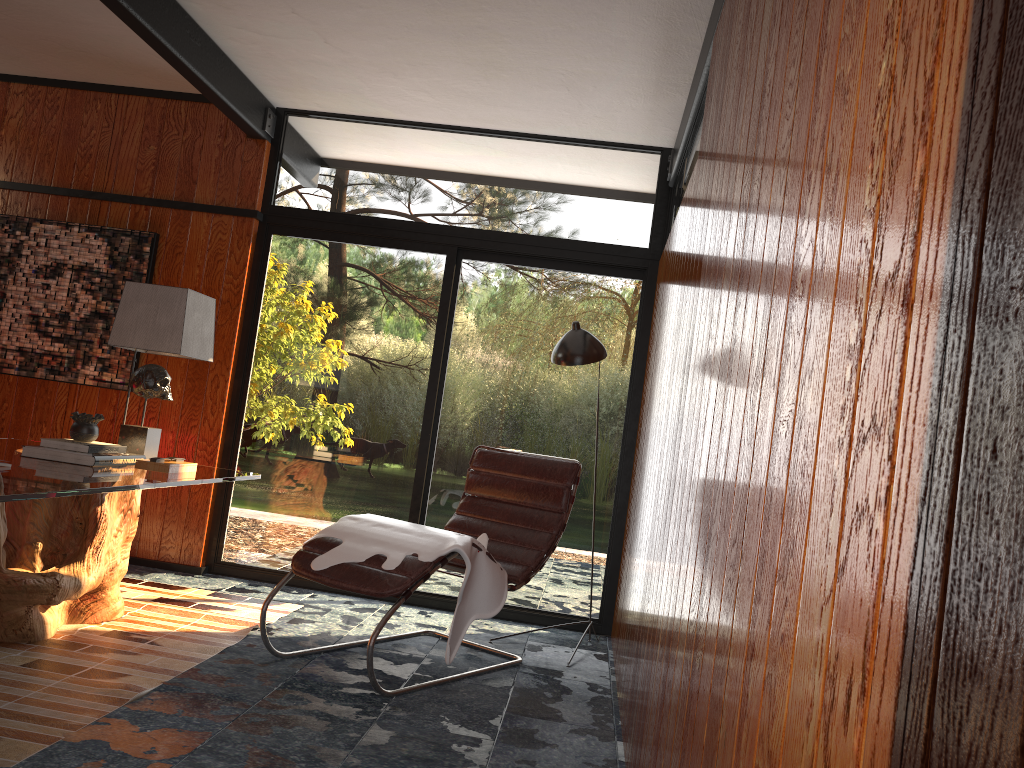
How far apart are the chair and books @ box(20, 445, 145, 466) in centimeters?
75cm

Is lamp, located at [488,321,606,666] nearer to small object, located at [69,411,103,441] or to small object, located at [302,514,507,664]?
small object, located at [302,514,507,664]

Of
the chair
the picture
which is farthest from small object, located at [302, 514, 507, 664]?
the picture

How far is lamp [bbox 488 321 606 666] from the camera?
4.0 meters

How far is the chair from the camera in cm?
312

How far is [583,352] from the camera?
4.0 meters

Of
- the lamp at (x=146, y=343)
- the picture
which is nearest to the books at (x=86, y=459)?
the lamp at (x=146, y=343)

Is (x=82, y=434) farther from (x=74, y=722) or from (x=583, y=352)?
(x=583, y=352)

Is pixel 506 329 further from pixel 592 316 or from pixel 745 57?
pixel 745 57

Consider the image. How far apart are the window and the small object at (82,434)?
1.4 meters
